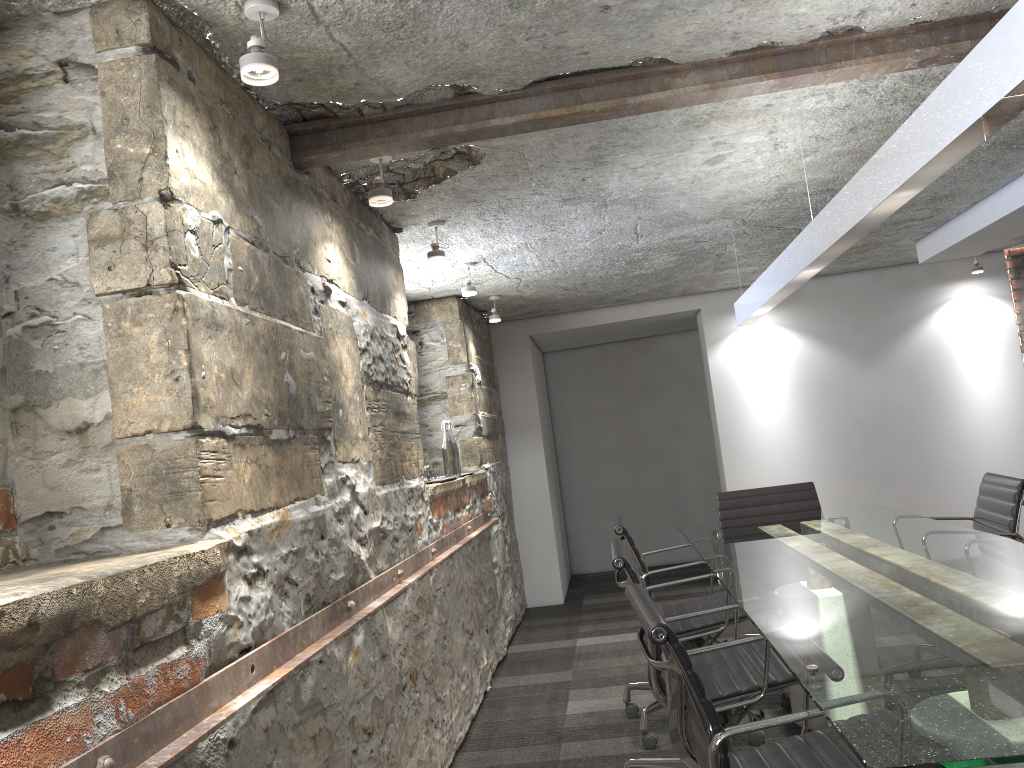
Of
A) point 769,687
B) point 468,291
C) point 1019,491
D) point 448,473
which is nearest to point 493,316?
point 468,291

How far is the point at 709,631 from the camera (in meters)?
3.29

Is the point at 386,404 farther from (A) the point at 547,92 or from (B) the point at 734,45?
(B) the point at 734,45

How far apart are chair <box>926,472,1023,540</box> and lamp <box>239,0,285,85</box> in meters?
2.9

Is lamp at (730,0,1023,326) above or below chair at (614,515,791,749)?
above

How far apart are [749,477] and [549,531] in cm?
152

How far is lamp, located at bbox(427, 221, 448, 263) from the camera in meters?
3.6

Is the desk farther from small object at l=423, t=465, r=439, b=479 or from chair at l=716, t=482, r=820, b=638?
small object at l=423, t=465, r=439, b=479

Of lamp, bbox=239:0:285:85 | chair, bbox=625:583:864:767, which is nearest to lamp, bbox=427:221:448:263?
lamp, bbox=239:0:285:85

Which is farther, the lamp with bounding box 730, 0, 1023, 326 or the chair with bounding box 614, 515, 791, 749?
the chair with bounding box 614, 515, 791, 749
